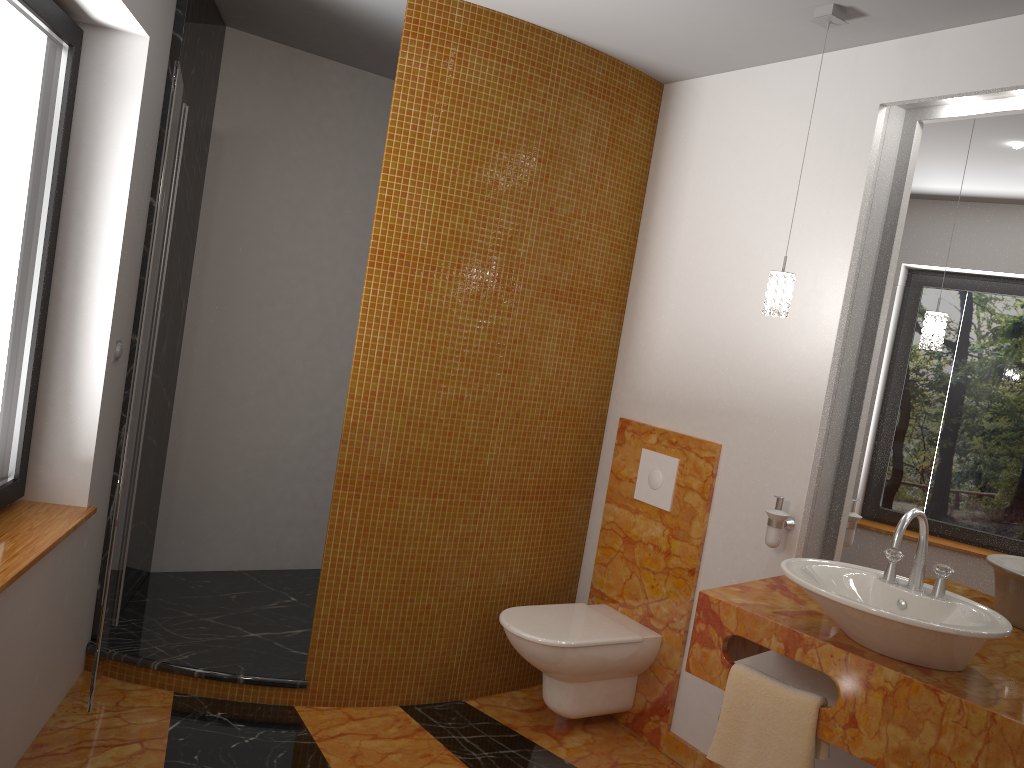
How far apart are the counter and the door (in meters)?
1.66

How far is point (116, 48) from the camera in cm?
273

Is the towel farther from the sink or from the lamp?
the lamp

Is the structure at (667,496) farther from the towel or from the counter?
the towel

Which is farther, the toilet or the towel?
the toilet

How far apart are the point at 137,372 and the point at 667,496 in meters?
1.9 m

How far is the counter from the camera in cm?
194

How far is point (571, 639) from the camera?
3.05m

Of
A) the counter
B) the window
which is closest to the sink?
the counter

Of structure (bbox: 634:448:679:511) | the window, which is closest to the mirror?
structure (bbox: 634:448:679:511)
